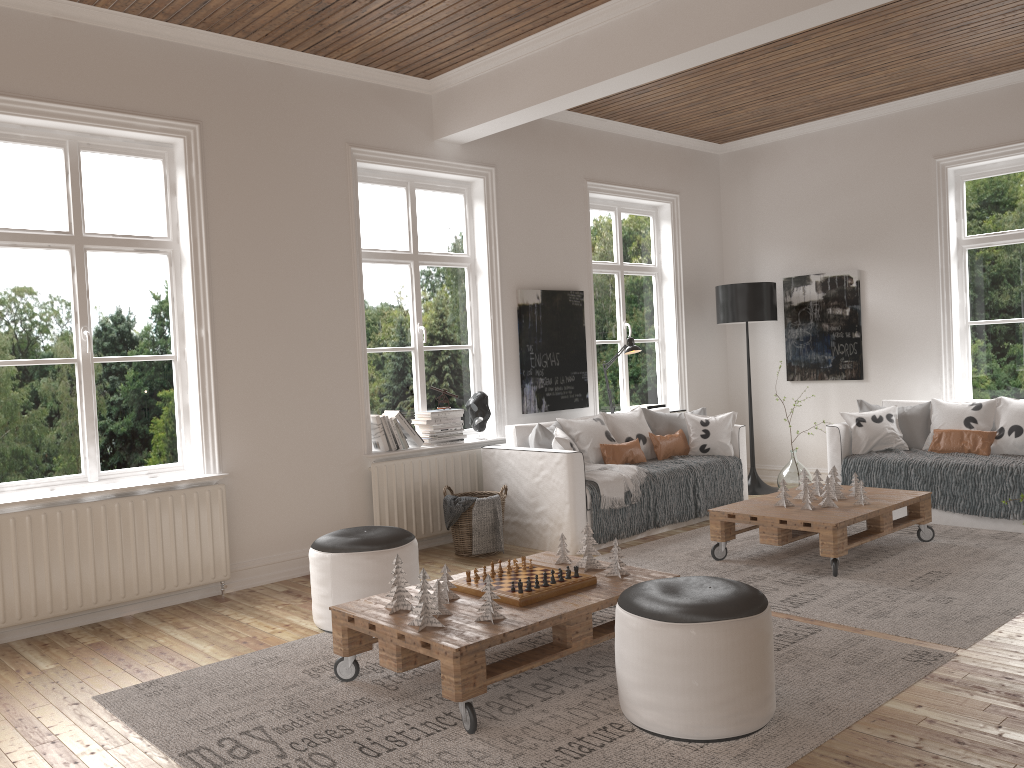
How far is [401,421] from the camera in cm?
574

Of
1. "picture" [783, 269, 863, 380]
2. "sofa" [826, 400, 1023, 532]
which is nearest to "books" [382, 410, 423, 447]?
"sofa" [826, 400, 1023, 532]

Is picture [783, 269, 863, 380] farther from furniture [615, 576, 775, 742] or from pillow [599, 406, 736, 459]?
furniture [615, 576, 775, 742]

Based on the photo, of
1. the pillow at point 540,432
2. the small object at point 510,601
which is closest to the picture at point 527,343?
the pillow at point 540,432

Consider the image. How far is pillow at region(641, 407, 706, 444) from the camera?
6.7 meters

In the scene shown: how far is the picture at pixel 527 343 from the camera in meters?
6.5 m

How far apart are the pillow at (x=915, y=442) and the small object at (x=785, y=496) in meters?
1.8 m

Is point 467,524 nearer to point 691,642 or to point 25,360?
point 25,360

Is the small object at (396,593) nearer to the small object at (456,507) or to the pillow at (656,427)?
the small object at (456,507)

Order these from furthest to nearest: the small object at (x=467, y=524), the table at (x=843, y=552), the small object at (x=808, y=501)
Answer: the small object at (x=467, y=524), the small object at (x=808, y=501), the table at (x=843, y=552)
